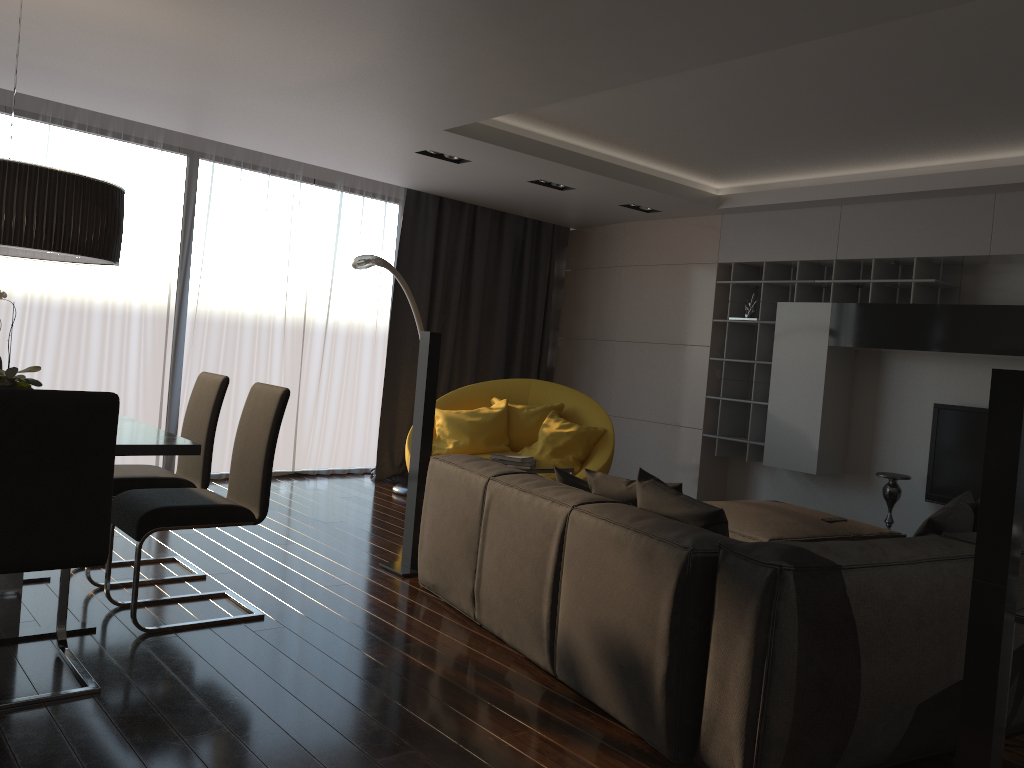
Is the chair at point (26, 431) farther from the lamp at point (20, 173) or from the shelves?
the shelves

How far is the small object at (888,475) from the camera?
5.89m

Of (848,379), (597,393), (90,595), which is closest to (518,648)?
(90,595)

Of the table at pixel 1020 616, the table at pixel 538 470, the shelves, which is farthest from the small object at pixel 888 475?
the table at pixel 1020 616

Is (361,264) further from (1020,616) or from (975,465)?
(1020,616)

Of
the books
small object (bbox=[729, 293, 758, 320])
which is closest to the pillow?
the books

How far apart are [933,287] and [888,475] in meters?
1.3

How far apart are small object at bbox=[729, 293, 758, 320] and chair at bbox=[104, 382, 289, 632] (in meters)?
4.25

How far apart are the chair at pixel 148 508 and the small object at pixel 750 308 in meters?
4.3

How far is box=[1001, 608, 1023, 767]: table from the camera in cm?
247
